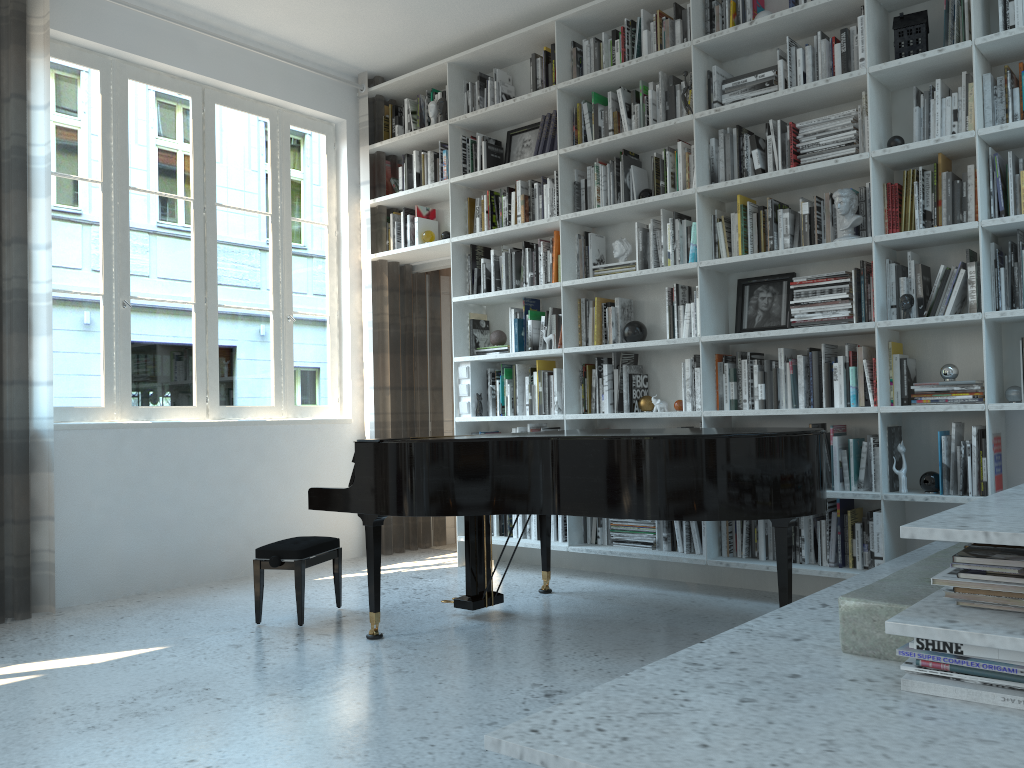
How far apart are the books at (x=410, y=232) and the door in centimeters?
29cm

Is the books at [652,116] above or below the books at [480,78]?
below

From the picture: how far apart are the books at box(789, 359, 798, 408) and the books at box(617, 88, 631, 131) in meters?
1.6 m

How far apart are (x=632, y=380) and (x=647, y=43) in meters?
1.8 m

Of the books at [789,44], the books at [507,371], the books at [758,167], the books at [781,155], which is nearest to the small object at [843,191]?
the books at [781,155]

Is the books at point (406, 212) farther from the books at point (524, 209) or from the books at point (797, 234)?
the books at point (797, 234)

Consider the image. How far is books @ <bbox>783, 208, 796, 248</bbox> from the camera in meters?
4.2

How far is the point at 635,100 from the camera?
4.8 meters

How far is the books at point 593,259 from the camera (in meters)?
4.97

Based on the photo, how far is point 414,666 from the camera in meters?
3.2
